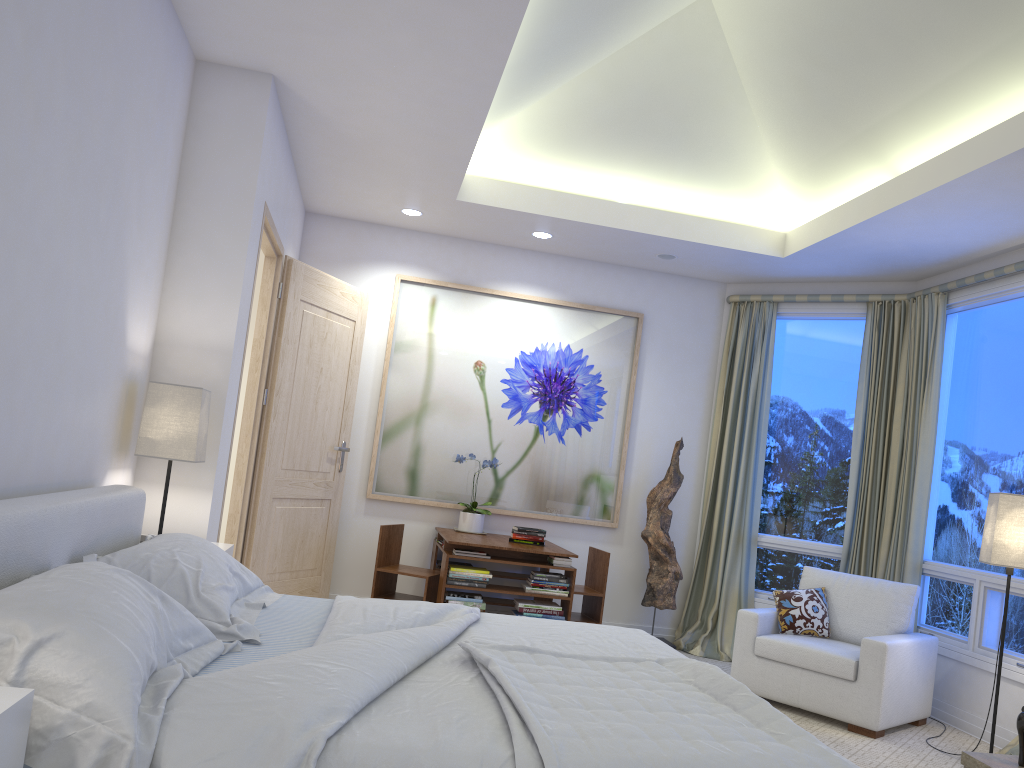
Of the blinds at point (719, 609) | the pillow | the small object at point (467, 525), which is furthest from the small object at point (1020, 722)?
the small object at point (467, 525)

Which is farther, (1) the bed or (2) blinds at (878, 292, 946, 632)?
(2) blinds at (878, 292, 946, 632)

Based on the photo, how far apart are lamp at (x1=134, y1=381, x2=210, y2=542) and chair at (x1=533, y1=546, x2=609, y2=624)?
2.6 meters

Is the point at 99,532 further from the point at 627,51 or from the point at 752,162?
the point at 752,162

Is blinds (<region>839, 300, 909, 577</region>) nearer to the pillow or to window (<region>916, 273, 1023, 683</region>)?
window (<region>916, 273, 1023, 683</region>)

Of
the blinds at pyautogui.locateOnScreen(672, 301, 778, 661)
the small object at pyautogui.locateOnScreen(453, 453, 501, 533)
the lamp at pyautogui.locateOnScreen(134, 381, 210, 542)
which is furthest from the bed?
the blinds at pyautogui.locateOnScreen(672, 301, 778, 661)

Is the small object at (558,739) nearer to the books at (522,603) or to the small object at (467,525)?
the books at (522,603)

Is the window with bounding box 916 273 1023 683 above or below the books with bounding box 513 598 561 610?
above

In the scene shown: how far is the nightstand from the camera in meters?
1.3

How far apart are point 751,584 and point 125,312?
4.2m
